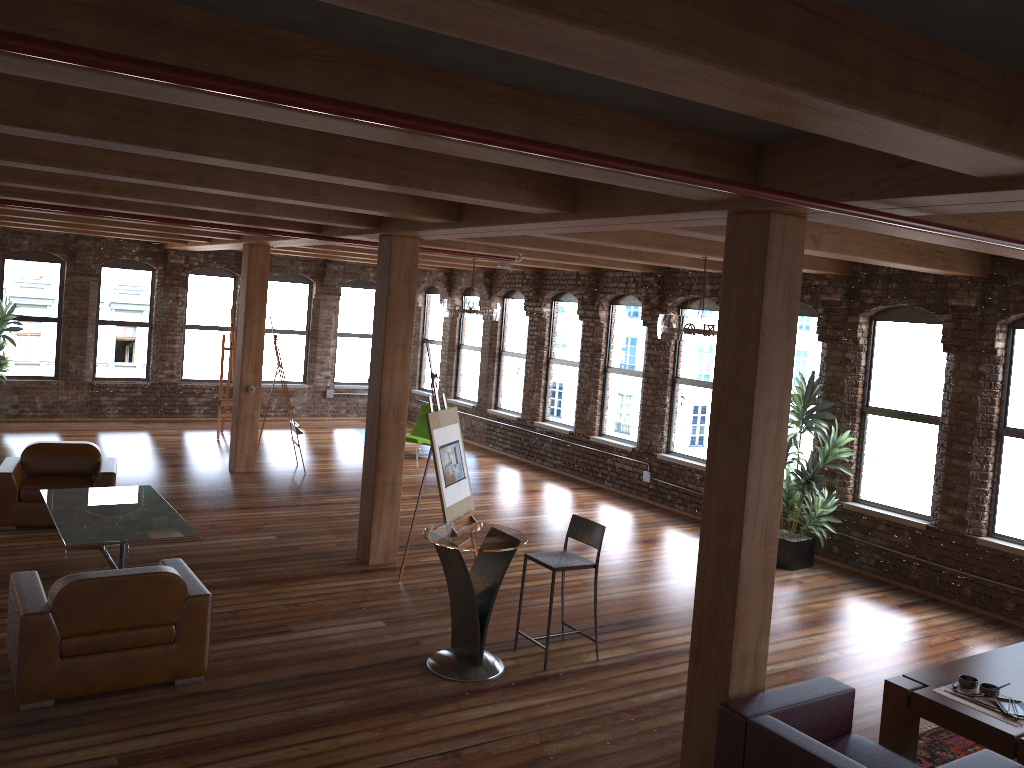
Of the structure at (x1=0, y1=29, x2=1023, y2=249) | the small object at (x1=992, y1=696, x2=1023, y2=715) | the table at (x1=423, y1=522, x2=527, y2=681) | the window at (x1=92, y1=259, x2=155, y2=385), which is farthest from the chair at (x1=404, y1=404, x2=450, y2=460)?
the structure at (x1=0, y1=29, x2=1023, y2=249)

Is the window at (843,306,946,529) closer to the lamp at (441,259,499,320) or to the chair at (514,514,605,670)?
the chair at (514,514,605,670)

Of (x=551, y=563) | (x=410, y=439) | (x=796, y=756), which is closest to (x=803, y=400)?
(x=551, y=563)

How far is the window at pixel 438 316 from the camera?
17.7m

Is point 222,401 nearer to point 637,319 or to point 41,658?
point 637,319

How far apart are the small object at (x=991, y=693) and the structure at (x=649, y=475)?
7.10m

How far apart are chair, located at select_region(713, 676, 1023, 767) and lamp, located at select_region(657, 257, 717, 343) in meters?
3.8

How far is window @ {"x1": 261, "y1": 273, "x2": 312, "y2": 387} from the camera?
17.13m

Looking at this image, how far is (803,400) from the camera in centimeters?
913cm

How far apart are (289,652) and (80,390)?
10.9 meters
